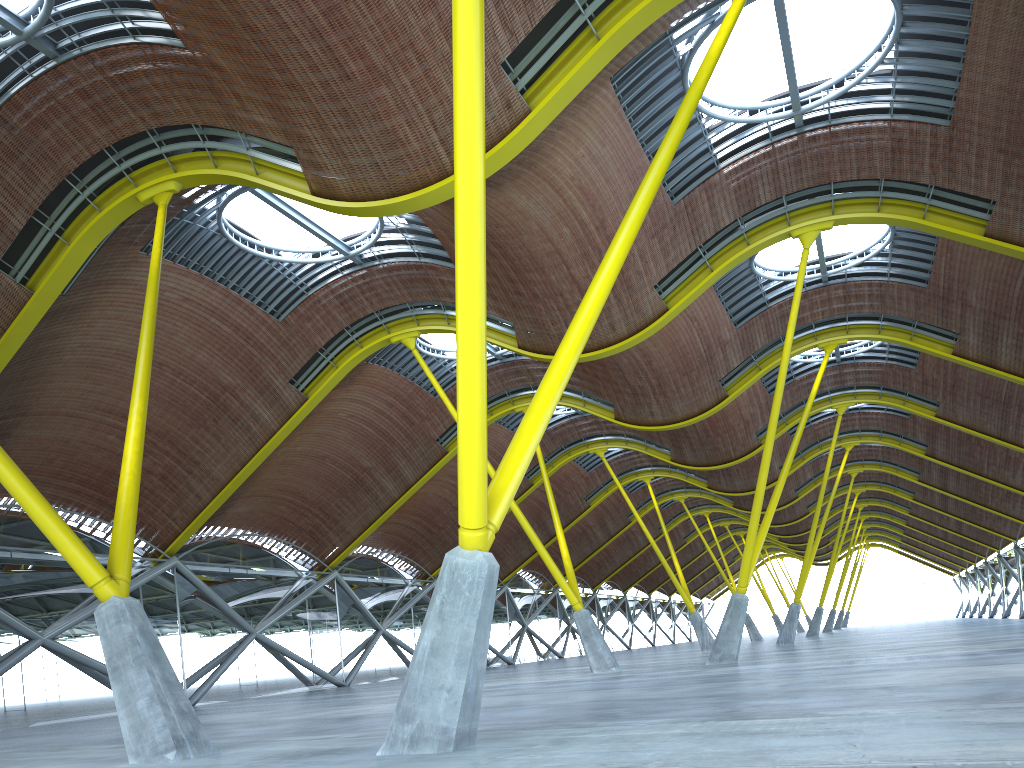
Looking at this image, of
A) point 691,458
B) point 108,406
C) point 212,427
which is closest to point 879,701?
point 108,406

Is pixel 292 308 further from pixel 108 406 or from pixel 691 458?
Answer: pixel 691 458
